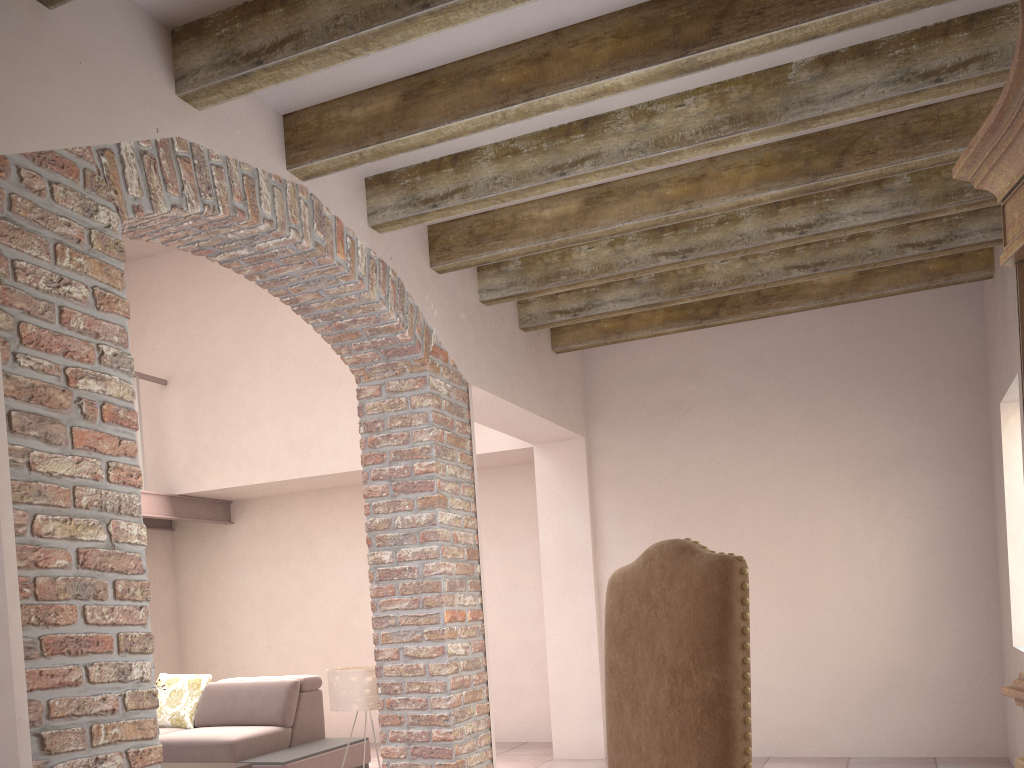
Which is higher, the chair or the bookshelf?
the bookshelf

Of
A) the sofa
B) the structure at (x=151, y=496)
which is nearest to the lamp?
the sofa

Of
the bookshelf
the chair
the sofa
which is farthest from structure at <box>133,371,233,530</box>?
the bookshelf

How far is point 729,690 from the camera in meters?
2.0 m

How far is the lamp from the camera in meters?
4.5 m

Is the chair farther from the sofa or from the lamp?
the sofa

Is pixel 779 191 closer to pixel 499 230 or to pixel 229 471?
pixel 499 230

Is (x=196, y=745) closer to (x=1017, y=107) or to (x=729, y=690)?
(x=729, y=690)

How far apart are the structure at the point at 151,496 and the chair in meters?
6.1

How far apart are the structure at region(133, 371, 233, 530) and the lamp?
3.55m
